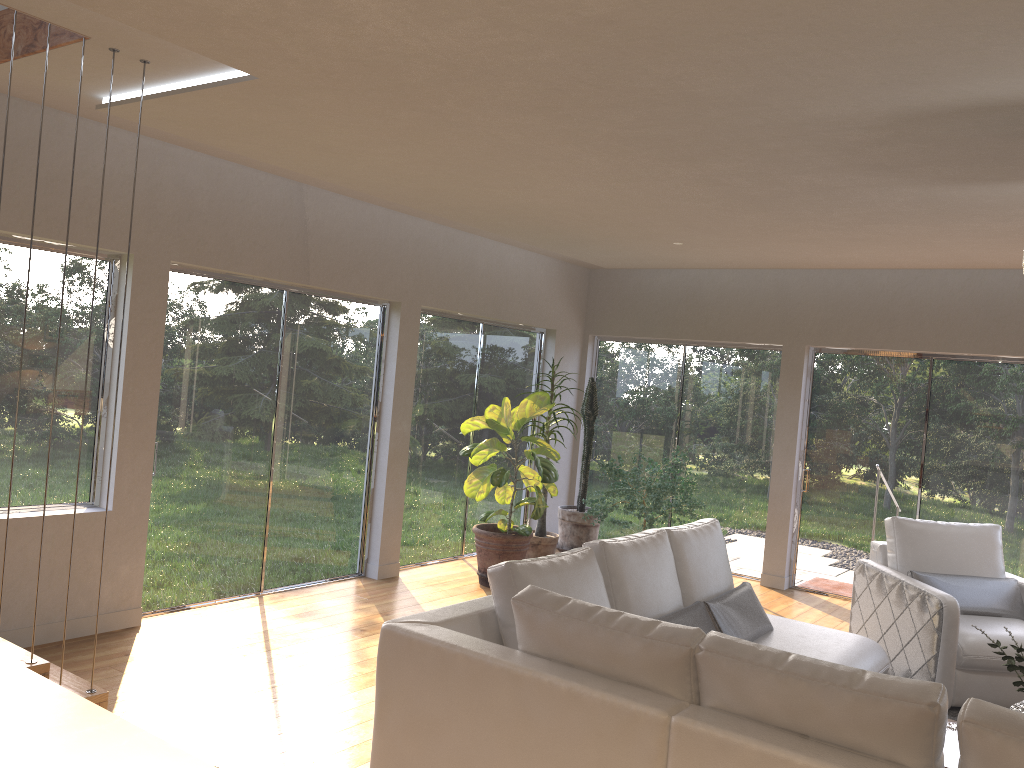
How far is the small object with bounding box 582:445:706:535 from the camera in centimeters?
709cm

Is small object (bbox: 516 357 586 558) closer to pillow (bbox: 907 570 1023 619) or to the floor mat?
pillow (bbox: 907 570 1023 619)

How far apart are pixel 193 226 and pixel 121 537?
1.9 meters

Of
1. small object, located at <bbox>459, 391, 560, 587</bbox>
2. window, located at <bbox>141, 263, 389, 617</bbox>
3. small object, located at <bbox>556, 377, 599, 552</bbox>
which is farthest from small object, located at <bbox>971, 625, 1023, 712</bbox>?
small object, located at <bbox>556, 377, 599, 552</bbox>

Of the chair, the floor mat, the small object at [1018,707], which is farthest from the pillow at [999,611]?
the small object at [1018,707]

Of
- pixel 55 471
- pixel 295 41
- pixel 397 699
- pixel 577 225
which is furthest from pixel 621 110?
pixel 55 471

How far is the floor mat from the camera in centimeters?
480cm

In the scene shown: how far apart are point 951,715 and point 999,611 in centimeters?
88cm

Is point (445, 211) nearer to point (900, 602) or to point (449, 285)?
point (449, 285)

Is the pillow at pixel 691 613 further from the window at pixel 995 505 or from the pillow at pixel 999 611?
the window at pixel 995 505
